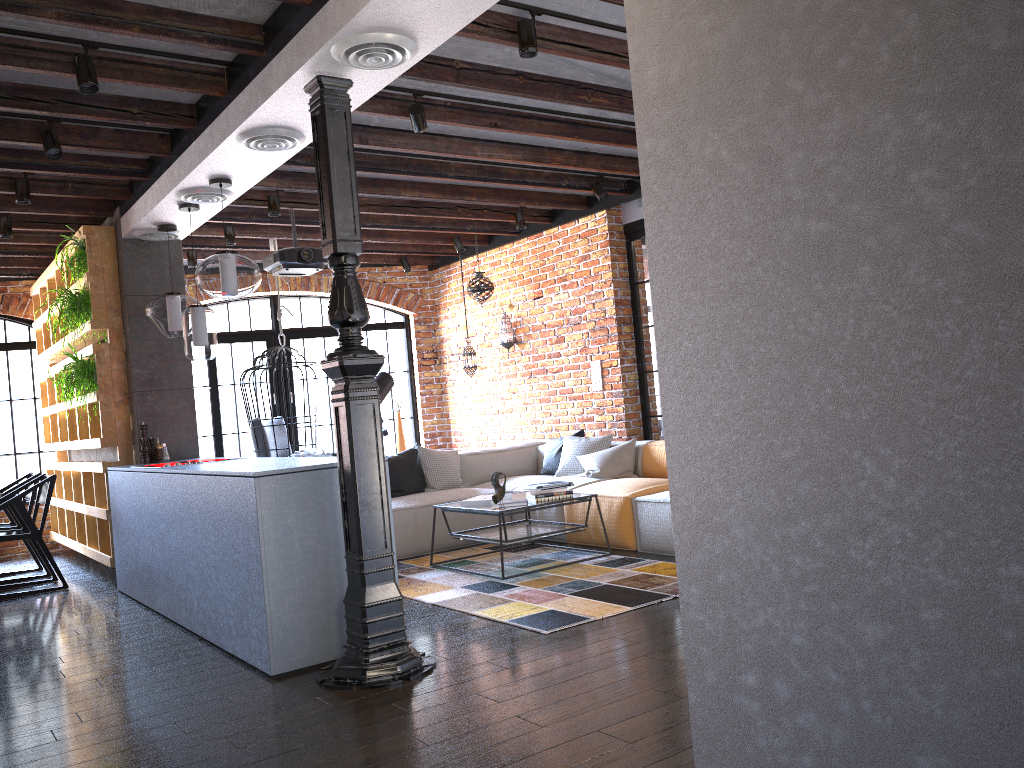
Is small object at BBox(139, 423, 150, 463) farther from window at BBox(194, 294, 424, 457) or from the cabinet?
window at BBox(194, 294, 424, 457)

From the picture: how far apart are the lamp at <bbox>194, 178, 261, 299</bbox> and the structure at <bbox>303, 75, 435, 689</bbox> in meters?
1.4 m

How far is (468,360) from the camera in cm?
872

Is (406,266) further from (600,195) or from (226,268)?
(226,268)

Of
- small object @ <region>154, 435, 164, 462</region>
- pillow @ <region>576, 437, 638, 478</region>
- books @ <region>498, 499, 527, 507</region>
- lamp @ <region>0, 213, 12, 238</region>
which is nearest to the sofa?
pillow @ <region>576, 437, 638, 478</region>

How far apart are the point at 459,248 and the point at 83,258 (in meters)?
3.37

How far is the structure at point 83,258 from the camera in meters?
6.2 m

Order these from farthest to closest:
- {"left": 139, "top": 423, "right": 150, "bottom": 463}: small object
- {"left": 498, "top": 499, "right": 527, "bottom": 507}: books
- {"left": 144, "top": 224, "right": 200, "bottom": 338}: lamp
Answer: {"left": 139, "top": 423, "right": 150, "bottom": 463}: small object, {"left": 144, "top": 224, "right": 200, "bottom": 338}: lamp, {"left": 498, "top": 499, "right": 527, "bottom": 507}: books

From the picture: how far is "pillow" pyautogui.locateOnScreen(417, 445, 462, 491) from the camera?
6.9m

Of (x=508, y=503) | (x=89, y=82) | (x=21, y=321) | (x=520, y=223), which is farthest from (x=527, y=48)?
(x=21, y=321)
